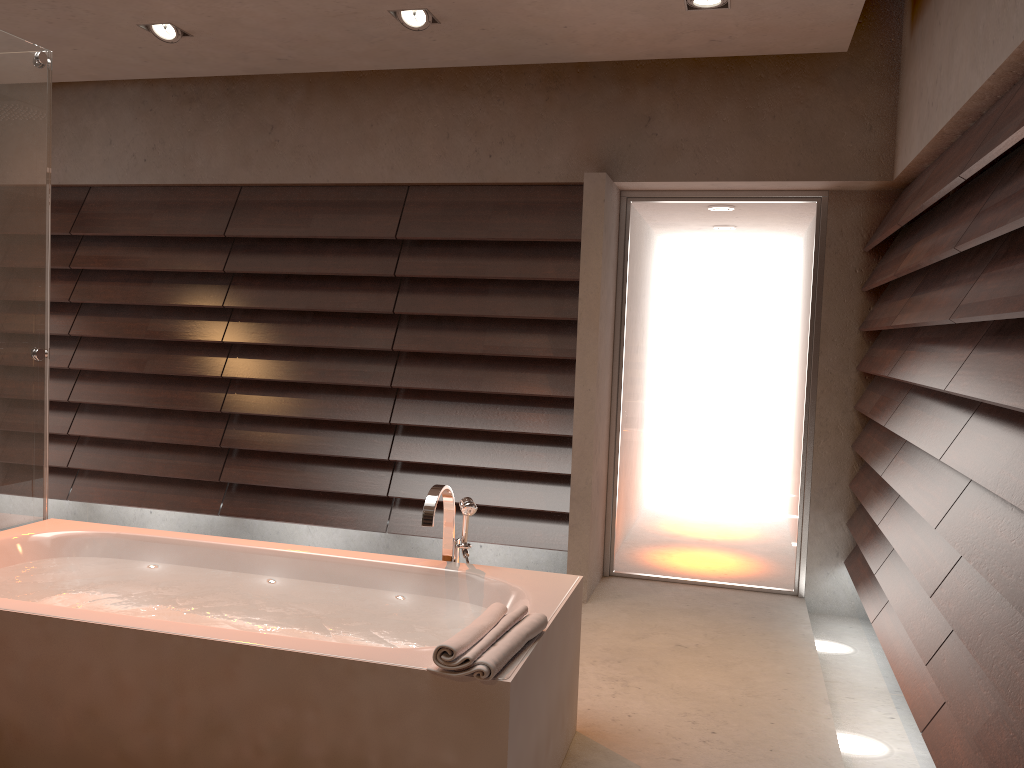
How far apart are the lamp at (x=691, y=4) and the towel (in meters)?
2.32

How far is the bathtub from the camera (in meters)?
2.00

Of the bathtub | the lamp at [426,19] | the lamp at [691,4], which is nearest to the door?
the lamp at [691,4]

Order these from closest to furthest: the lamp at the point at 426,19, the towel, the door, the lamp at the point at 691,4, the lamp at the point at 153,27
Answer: the towel, the lamp at the point at 691,4, the lamp at the point at 426,19, the lamp at the point at 153,27, the door

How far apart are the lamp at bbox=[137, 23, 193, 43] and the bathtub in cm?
211

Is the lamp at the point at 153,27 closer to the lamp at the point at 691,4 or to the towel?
the lamp at the point at 691,4

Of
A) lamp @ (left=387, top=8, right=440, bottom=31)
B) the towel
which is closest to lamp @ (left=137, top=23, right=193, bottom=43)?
lamp @ (left=387, top=8, right=440, bottom=31)

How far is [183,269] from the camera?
4.81m

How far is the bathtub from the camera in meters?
2.0

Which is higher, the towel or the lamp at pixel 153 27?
the lamp at pixel 153 27
